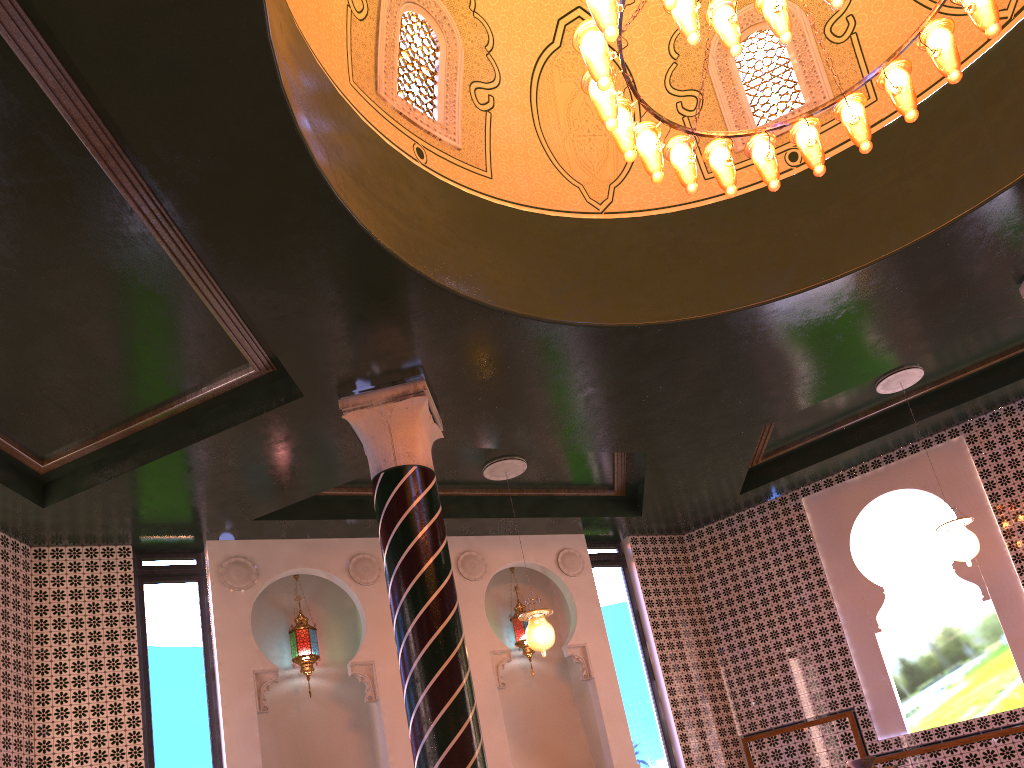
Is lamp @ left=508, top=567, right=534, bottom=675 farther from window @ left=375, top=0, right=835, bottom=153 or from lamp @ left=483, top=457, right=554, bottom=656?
window @ left=375, top=0, right=835, bottom=153

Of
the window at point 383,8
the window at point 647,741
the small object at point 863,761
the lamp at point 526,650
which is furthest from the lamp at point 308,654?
the small object at point 863,761

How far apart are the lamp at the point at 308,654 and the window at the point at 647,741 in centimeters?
391cm

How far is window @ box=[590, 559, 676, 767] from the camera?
10.8m

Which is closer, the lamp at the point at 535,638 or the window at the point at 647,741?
the lamp at the point at 535,638

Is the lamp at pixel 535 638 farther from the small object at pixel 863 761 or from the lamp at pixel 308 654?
the small object at pixel 863 761

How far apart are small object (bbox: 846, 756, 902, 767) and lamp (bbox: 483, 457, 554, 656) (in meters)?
5.76

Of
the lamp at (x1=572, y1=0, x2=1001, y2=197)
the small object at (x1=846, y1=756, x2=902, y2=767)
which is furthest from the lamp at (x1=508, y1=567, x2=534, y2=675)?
the small object at (x1=846, y1=756, x2=902, y2=767)

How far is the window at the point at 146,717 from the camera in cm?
870

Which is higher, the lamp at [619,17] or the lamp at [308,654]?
the lamp at [619,17]
